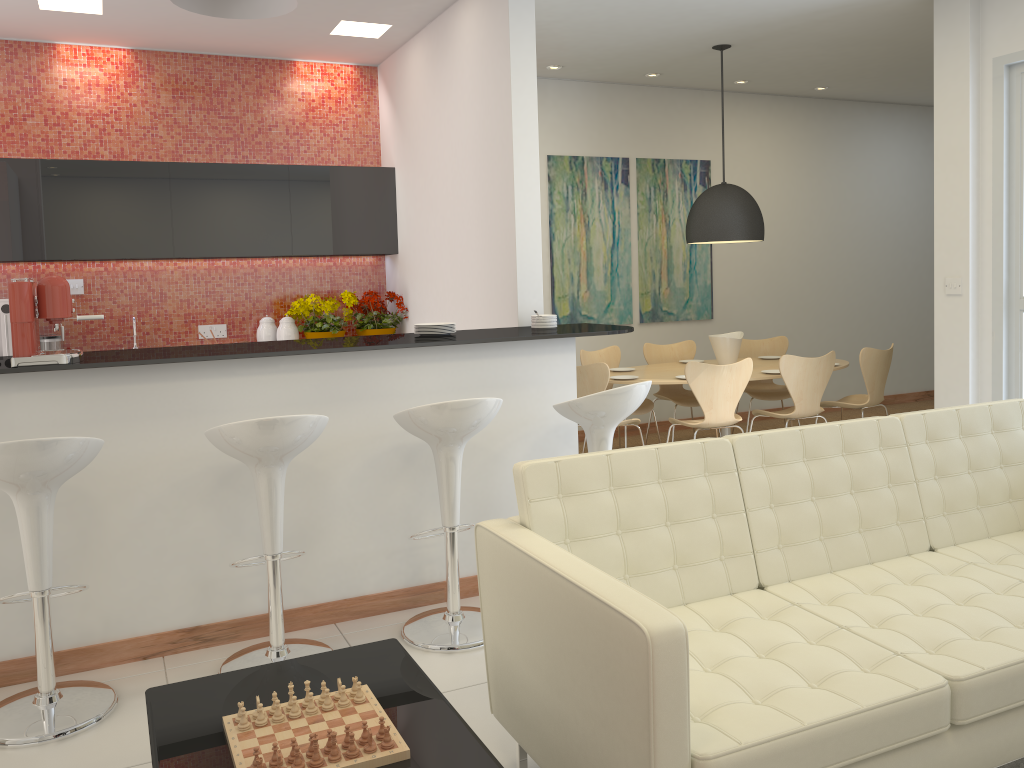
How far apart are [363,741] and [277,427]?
1.4m

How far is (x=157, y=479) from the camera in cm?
357

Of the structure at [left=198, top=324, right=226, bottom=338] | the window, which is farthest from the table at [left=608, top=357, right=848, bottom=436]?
the structure at [left=198, top=324, right=226, bottom=338]

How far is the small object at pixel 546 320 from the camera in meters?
4.7 m

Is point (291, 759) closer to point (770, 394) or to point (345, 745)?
point (345, 745)

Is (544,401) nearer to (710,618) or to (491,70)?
(710,618)

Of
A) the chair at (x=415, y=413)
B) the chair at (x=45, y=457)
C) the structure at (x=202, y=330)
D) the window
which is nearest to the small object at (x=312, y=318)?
the structure at (x=202, y=330)

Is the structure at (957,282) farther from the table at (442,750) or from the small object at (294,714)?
the small object at (294,714)

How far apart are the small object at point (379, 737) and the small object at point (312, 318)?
4.58m

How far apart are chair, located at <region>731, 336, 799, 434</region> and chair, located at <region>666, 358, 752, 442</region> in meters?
1.3
